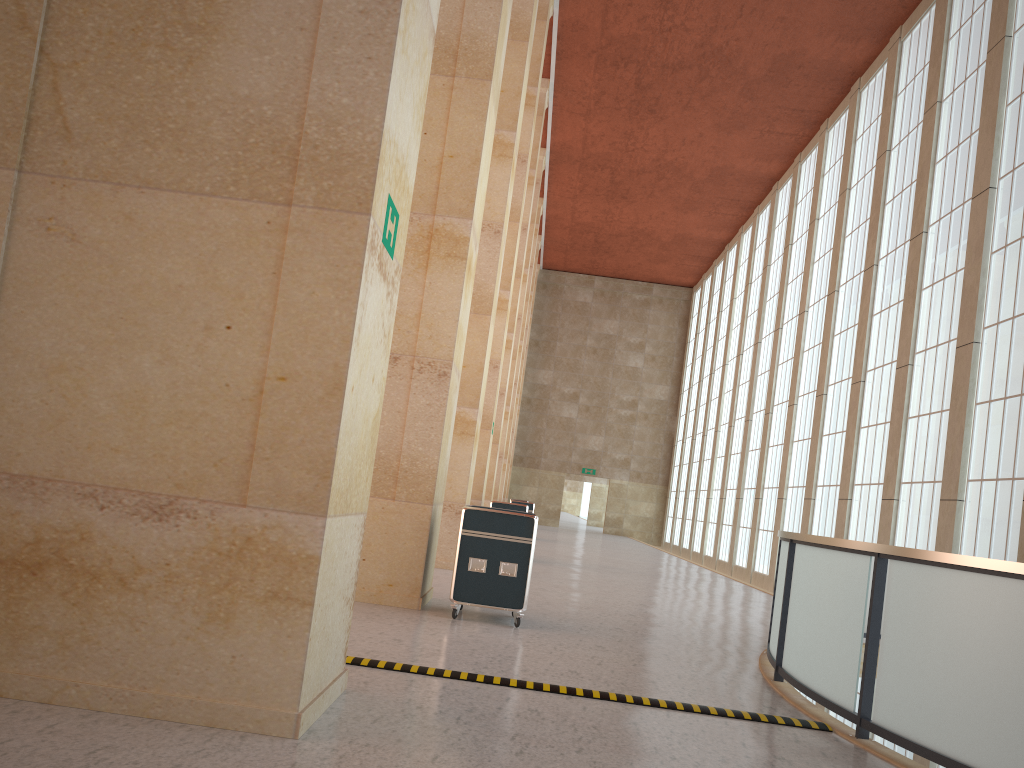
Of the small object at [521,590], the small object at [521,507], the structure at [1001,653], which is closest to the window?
the structure at [1001,653]

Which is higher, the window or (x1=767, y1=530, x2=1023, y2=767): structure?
the window

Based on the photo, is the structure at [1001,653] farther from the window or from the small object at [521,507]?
the small object at [521,507]

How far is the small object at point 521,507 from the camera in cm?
2416

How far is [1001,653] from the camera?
6.4 meters

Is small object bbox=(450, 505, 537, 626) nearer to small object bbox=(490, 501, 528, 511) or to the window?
the window

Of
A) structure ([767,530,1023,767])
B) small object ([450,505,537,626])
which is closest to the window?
structure ([767,530,1023,767])

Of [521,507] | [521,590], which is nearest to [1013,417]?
[521,590]

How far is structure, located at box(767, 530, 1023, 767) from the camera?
6.44m

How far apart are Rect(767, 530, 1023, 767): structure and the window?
3.4m
